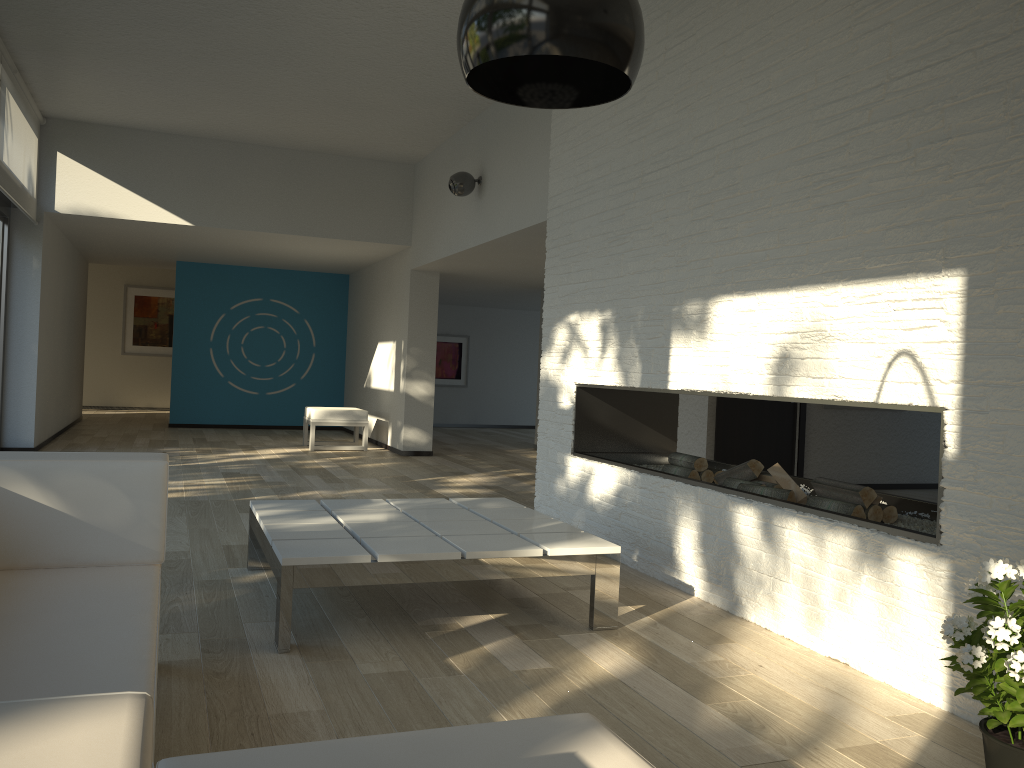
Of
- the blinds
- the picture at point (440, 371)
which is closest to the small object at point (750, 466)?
the blinds

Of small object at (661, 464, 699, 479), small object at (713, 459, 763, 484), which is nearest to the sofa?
small object at (713, 459, 763, 484)

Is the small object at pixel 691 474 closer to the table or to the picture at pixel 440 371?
the table

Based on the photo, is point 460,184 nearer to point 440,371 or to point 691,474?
point 691,474

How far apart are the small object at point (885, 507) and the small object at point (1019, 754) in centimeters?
118cm

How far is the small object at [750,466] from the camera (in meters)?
3.93

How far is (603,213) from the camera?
4.8 meters

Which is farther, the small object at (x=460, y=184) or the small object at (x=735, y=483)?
the small object at (x=460, y=184)

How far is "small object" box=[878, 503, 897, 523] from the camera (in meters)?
3.35

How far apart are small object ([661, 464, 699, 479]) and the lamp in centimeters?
310cm
